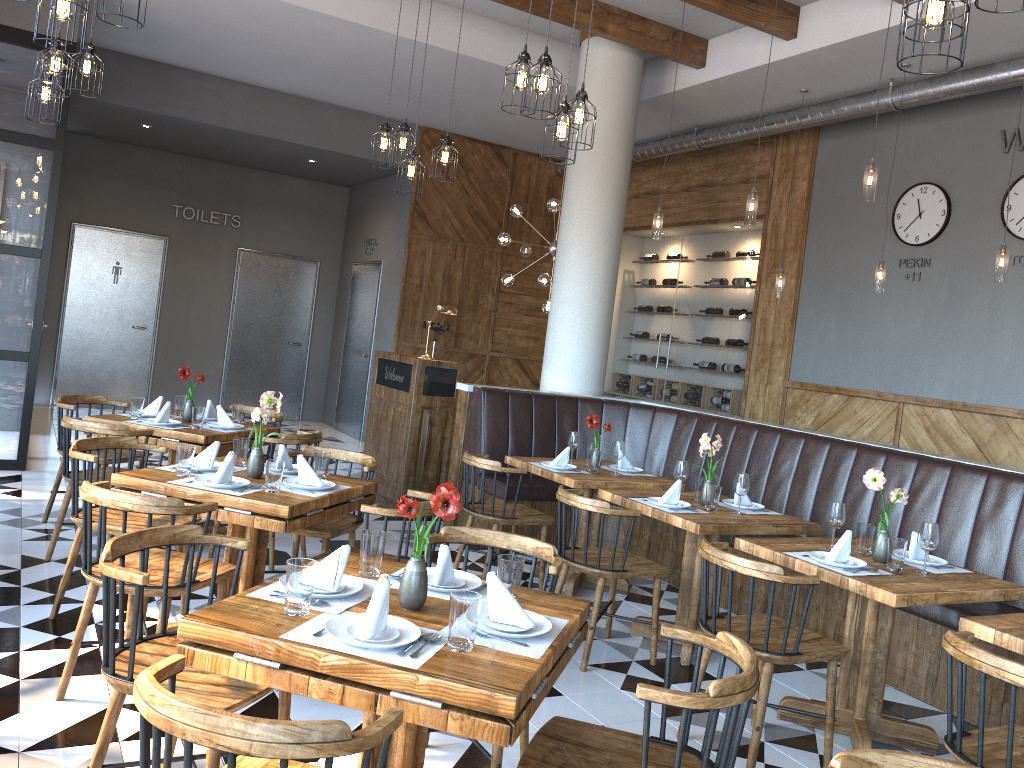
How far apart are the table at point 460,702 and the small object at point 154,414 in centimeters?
331cm

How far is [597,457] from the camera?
Result: 5.6m

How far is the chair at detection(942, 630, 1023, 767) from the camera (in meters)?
2.44

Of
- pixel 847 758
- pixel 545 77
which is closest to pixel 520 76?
pixel 545 77

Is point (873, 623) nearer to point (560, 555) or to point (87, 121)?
→ point (560, 555)

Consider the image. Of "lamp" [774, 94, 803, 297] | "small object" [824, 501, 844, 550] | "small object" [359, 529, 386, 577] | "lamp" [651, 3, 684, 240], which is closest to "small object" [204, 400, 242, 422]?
"small object" [359, 529, 386, 577]

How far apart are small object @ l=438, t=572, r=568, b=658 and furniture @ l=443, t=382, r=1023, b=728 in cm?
273

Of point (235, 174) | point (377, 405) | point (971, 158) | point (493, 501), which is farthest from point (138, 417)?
point (235, 174)

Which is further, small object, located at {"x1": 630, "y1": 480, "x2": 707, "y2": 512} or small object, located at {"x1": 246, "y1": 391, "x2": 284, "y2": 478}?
small object, located at {"x1": 630, "y1": 480, "x2": 707, "y2": 512}

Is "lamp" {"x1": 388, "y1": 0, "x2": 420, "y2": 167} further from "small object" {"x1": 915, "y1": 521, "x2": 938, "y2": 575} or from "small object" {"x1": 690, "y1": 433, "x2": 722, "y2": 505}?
"small object" {"x1": 915, "y1": 521, "x2": 938, "y2": 575}
